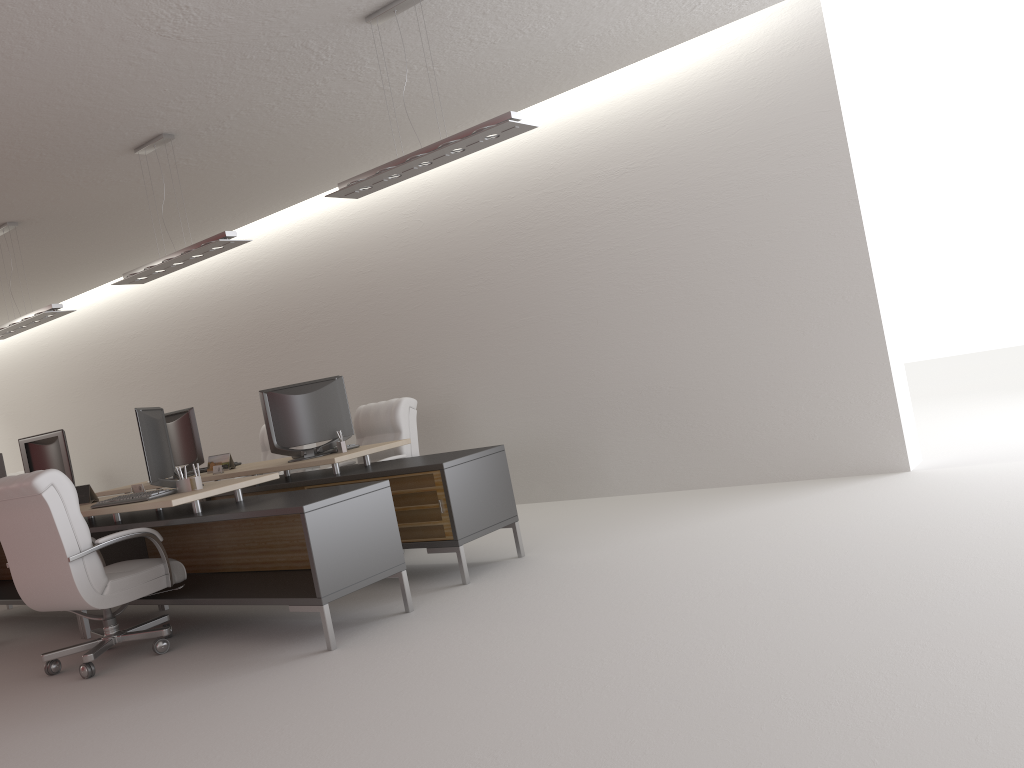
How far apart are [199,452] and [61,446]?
1.5m

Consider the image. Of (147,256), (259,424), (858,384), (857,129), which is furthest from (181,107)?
(259,424)

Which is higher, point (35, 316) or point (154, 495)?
point (35, 316)

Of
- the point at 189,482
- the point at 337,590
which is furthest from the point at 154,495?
the point at 337,590

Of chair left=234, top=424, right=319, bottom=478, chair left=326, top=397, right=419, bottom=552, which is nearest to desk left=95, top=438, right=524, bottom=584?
chair left=326, top=397, right=419, bottom=552

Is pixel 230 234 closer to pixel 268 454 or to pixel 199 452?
pixel 199 452

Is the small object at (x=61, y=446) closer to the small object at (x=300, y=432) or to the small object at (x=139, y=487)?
A: the small object at (x=139, y=487)

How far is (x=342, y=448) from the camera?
8.82m

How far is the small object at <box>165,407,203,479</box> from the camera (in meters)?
10.14

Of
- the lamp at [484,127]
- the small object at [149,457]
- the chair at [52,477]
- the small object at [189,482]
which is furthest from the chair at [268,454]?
the lamp at [484,127]
